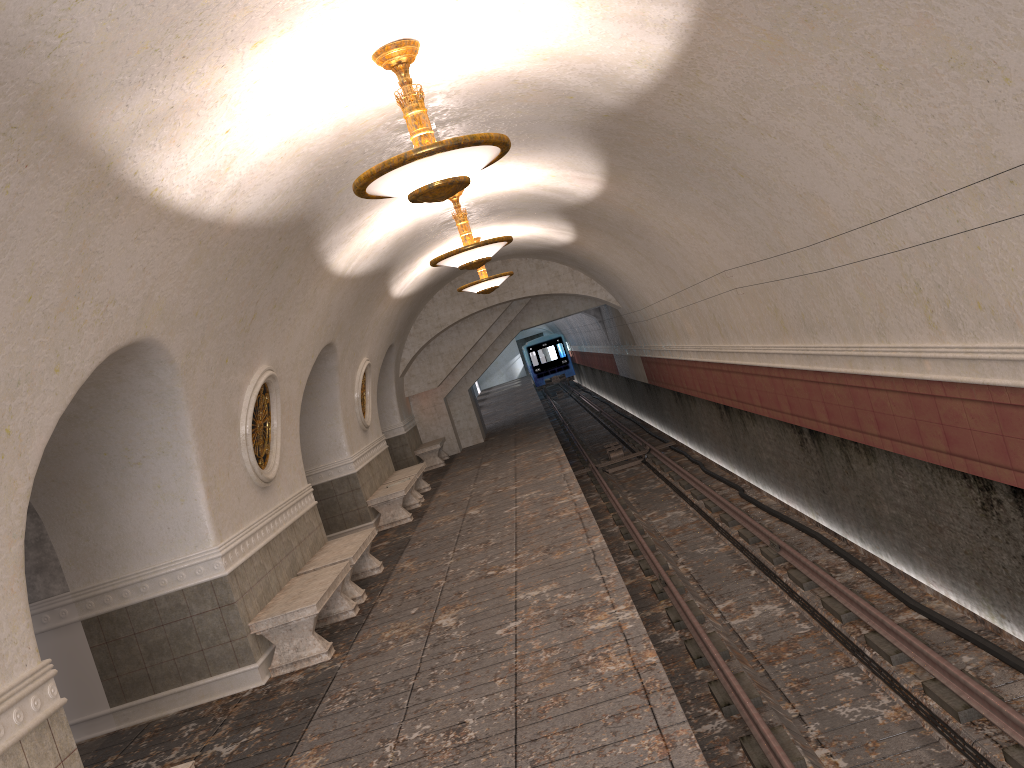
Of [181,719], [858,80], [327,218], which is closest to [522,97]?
[327,218]

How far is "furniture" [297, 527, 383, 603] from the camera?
9.2 meters

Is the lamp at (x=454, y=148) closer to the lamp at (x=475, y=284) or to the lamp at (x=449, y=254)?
the lamp at (x=449, y=254)

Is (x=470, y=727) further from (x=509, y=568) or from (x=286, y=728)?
(x=509, y=568)

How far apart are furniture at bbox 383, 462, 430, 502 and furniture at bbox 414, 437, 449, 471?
3.31m

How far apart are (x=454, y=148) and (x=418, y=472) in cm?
1088

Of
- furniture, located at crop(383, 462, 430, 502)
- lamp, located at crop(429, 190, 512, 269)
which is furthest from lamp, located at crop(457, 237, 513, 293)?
lamp, located at crop(429, 190, 512, 269)

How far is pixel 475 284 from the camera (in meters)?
14.65

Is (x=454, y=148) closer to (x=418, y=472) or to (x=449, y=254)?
(x=449, y=254)

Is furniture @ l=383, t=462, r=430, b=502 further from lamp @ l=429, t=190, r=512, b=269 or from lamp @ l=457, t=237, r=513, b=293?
lamp @ l=429, t=190, r=512, b=269
